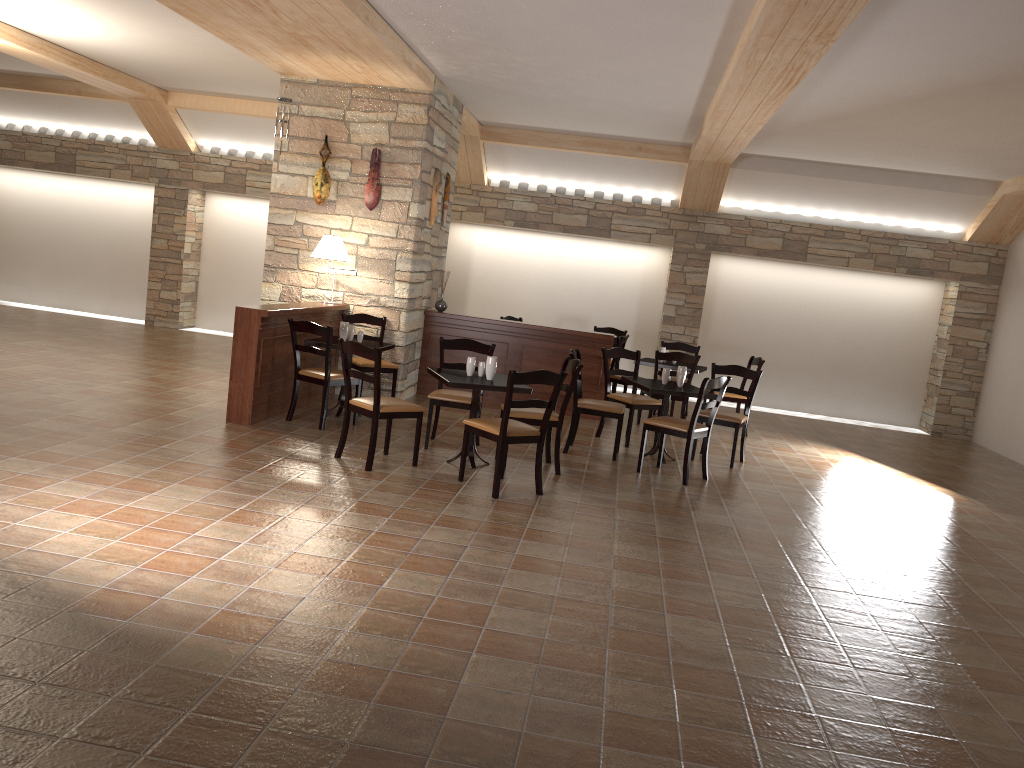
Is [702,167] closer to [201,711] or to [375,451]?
[375,451]

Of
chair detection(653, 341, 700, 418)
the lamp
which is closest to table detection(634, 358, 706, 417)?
chair detection(653, 341, 700, 418)

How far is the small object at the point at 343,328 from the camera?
7.7m

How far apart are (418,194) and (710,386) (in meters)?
3.59

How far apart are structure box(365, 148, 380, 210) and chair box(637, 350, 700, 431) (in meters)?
3.17

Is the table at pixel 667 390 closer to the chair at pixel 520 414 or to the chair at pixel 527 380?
the chair at pixel 520 414

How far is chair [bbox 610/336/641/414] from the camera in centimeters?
1014cm

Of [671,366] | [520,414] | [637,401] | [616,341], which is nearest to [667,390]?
[637,401]

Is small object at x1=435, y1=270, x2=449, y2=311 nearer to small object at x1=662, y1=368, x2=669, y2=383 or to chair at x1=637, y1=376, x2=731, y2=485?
small object at x1=662, y1=368, x2=669, y2=383

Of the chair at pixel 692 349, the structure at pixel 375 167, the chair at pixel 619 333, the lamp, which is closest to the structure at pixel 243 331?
the lamp
